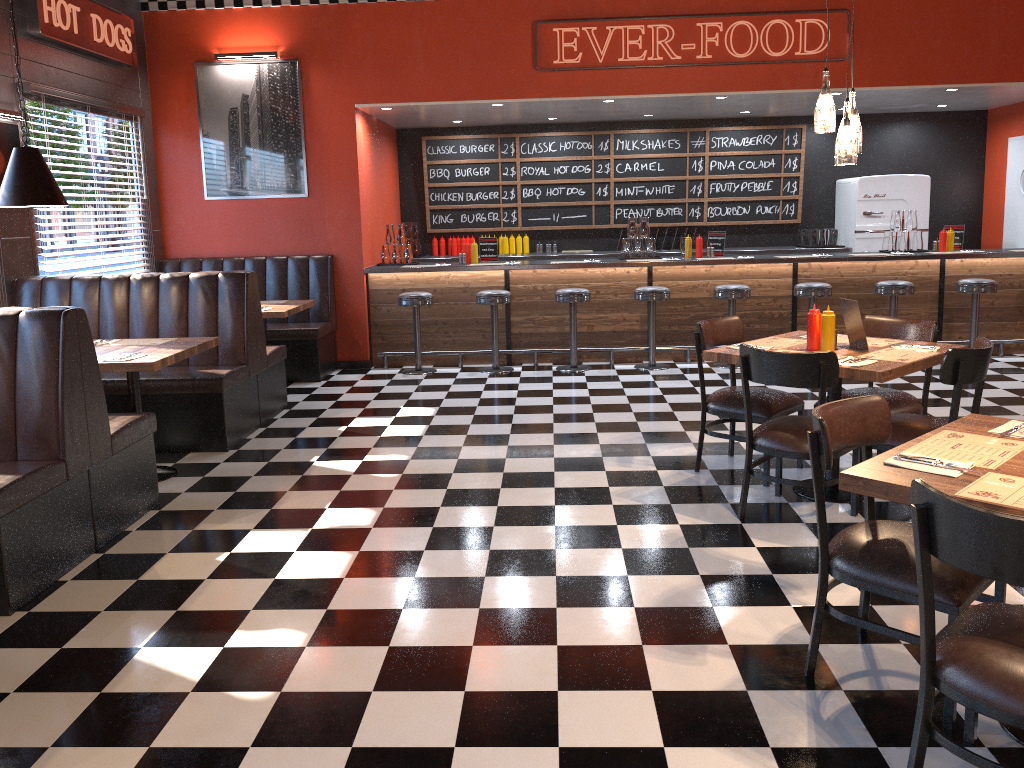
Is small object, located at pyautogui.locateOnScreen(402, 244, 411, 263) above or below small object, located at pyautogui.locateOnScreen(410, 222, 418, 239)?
below

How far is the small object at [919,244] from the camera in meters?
8.8 m

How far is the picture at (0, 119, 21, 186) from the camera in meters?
6.2 m

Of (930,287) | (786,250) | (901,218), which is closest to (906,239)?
(901,218)

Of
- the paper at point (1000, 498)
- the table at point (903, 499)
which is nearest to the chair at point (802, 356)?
the table at point (903, 499)

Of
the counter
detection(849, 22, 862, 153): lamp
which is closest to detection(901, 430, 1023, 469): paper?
detection(849, 22, 862, 153): lamp

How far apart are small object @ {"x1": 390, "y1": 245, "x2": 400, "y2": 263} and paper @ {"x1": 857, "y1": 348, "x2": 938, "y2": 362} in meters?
5.6 m

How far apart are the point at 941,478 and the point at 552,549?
2.0 meters

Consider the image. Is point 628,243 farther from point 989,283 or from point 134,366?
point 134,366

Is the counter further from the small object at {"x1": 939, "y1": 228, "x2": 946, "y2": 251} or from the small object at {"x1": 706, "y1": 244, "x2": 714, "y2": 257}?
the small object at {"x1": 939, "y1": 228, "x2": 946, "y2": 251}
